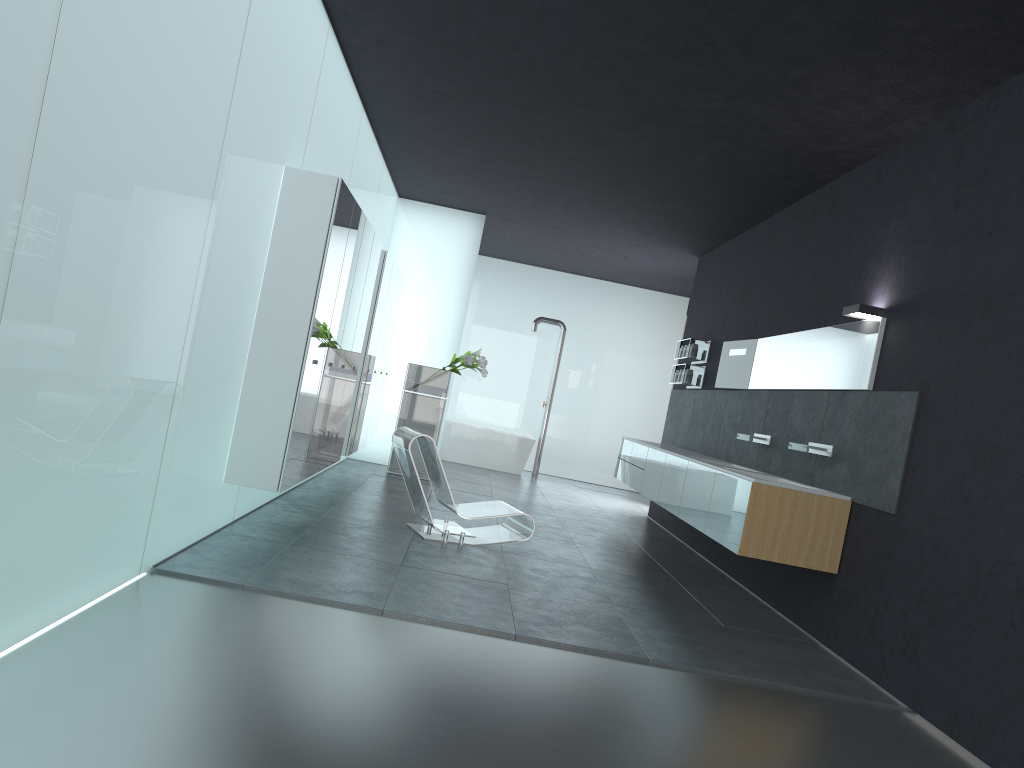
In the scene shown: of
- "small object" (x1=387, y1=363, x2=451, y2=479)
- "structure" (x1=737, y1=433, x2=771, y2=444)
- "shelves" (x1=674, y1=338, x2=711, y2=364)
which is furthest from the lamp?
"small object" (x1=387, y1=363, x2=451, y2=479)

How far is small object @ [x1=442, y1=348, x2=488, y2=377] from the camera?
11.59m

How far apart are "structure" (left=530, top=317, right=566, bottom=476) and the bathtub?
0.46m

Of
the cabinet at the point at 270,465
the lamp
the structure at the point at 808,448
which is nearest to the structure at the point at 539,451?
the cabinet at the point at 270,465

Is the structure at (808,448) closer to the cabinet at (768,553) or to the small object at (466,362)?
the cabinet at (768,553)

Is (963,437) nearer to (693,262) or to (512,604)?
(512,604)

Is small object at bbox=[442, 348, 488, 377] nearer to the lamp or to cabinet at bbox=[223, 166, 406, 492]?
cabinet at bbox=[223, 166, 406, 492]

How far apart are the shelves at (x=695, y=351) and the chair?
3.98m

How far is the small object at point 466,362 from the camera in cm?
1159

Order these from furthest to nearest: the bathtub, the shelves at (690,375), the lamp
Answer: the bathtub < the shelves at (690,375) < the lamp
